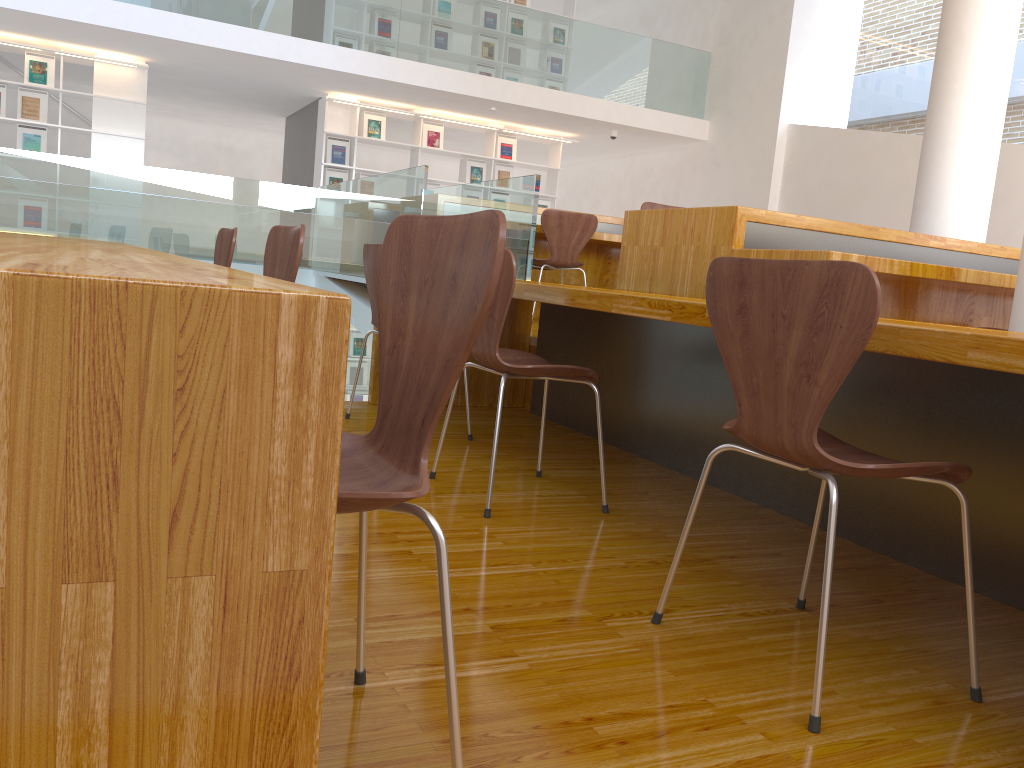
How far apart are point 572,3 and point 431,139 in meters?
2.4

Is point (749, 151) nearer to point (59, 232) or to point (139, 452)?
point (59, 232)

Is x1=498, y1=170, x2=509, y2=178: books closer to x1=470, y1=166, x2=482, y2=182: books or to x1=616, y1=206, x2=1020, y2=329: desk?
x1=470, y1=166, x2=482, y2=182: books

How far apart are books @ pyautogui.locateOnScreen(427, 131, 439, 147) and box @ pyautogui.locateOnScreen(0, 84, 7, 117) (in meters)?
4.15

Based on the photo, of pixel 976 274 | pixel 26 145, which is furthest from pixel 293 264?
pixel 26 145

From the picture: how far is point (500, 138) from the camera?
10.3m

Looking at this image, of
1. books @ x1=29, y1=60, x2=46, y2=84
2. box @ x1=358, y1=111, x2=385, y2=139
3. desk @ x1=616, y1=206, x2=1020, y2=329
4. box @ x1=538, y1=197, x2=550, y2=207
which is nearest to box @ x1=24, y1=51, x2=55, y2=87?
books @ x1=29, y1=60, x2=46, y2=84

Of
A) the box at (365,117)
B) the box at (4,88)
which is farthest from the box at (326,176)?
the box at (4,88)

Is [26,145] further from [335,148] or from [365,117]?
[365,117]

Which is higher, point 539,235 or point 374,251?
point 539,235
